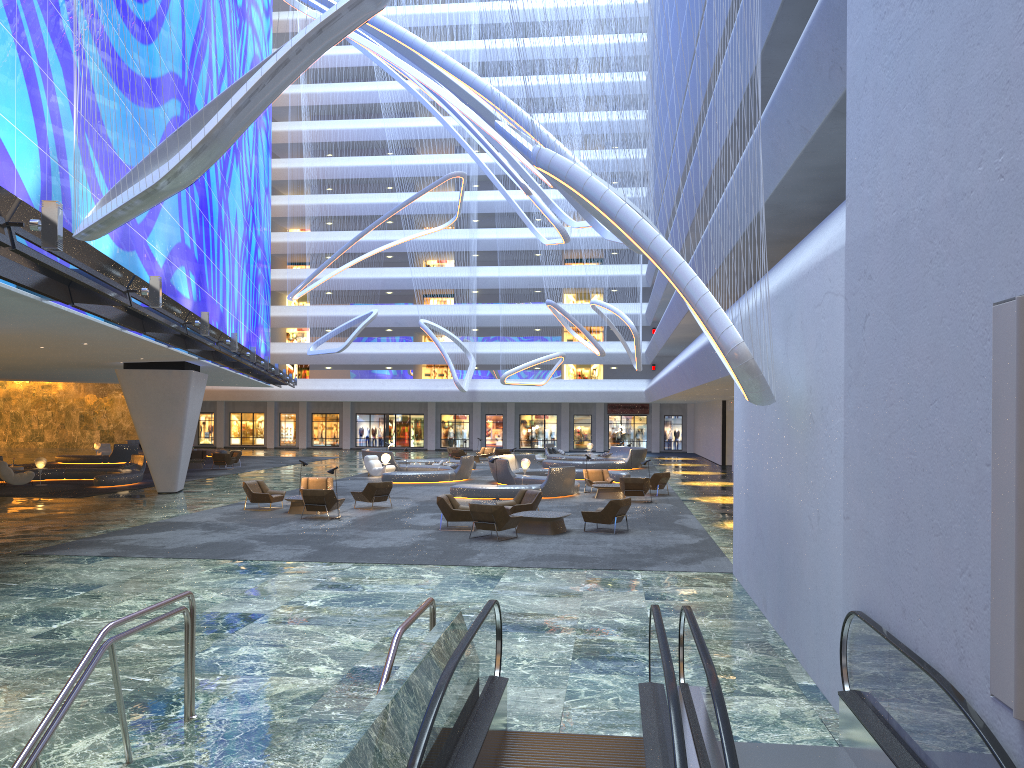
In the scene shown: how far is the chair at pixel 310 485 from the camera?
25.41m

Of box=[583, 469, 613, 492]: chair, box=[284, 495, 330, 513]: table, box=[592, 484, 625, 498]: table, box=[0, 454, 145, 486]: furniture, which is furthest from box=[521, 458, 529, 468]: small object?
box=[0, 454, 145, 486]: furniture

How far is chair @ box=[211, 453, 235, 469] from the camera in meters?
40.1 m

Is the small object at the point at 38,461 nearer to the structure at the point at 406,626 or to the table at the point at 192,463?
the table at the point at 192,463

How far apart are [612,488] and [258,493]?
10.6m

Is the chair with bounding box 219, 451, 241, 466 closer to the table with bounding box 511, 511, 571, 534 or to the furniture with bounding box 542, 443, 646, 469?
the furniture with bounding box 542, 443, 646, 469

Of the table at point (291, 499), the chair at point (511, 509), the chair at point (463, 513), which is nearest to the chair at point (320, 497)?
the table at point (291, 499)

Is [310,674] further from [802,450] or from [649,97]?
[649,97]

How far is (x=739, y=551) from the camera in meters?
13.9

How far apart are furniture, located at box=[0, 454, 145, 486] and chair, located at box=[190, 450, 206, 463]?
9.0 meters
